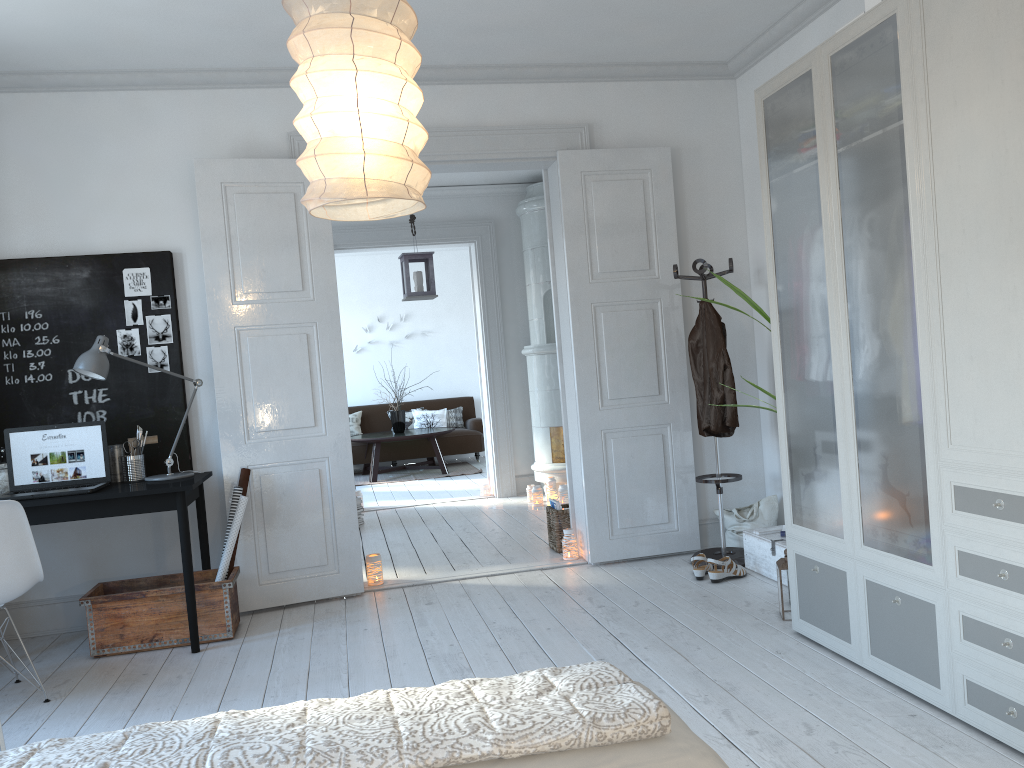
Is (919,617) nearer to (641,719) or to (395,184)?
(641,719)

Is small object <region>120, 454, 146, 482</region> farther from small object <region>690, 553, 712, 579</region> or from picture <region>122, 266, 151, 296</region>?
small object <region>690, 553, 712, 579</region>

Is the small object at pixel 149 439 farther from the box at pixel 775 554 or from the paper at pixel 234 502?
the box at pixel 775 554

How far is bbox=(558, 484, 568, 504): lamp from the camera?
7.25m

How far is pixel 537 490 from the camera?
7.3 meters

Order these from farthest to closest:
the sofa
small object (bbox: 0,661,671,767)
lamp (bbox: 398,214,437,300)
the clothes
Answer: the sofa → lamp (bbox: 398,214,437,300) → the clothes → small object (bbox: 0,661,671,767)

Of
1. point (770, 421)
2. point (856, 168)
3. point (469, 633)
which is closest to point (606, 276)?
point (770, 421)

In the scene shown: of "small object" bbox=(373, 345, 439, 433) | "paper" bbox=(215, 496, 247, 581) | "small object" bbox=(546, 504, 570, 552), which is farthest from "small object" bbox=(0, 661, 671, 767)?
"small object" bbox=(373, 345, 439, 433)

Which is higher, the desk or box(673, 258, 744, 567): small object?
the desk

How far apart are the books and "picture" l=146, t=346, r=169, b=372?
2.4 meters
